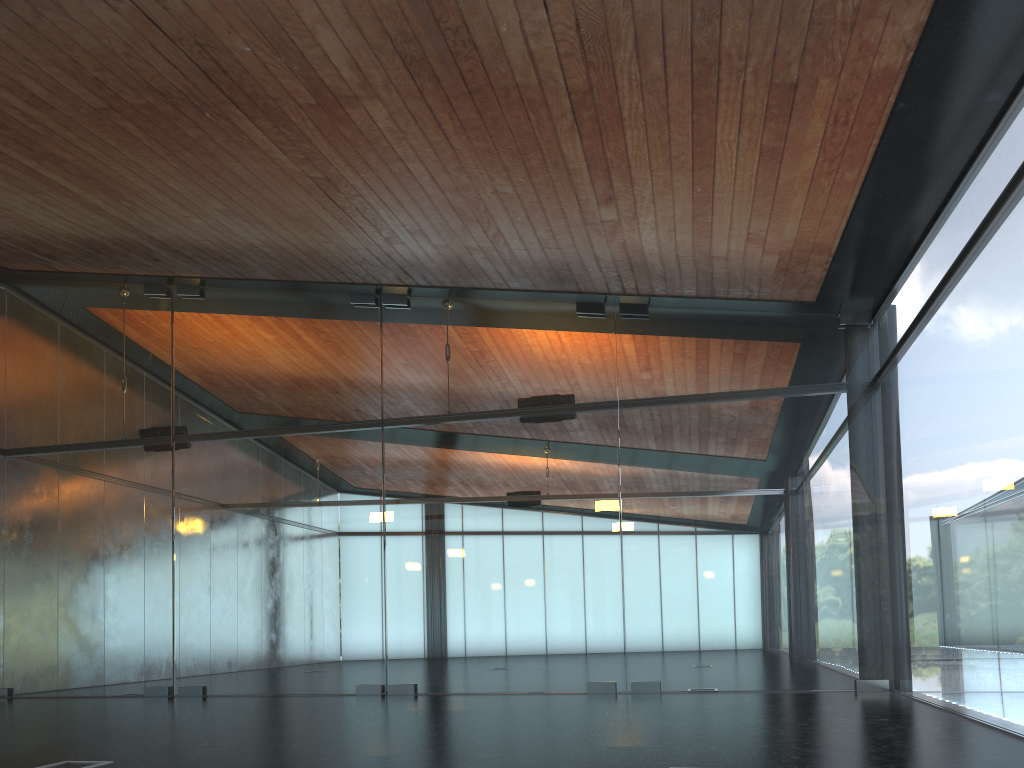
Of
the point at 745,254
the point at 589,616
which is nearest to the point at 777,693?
the point at 589,616

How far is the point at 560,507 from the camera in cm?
1185
